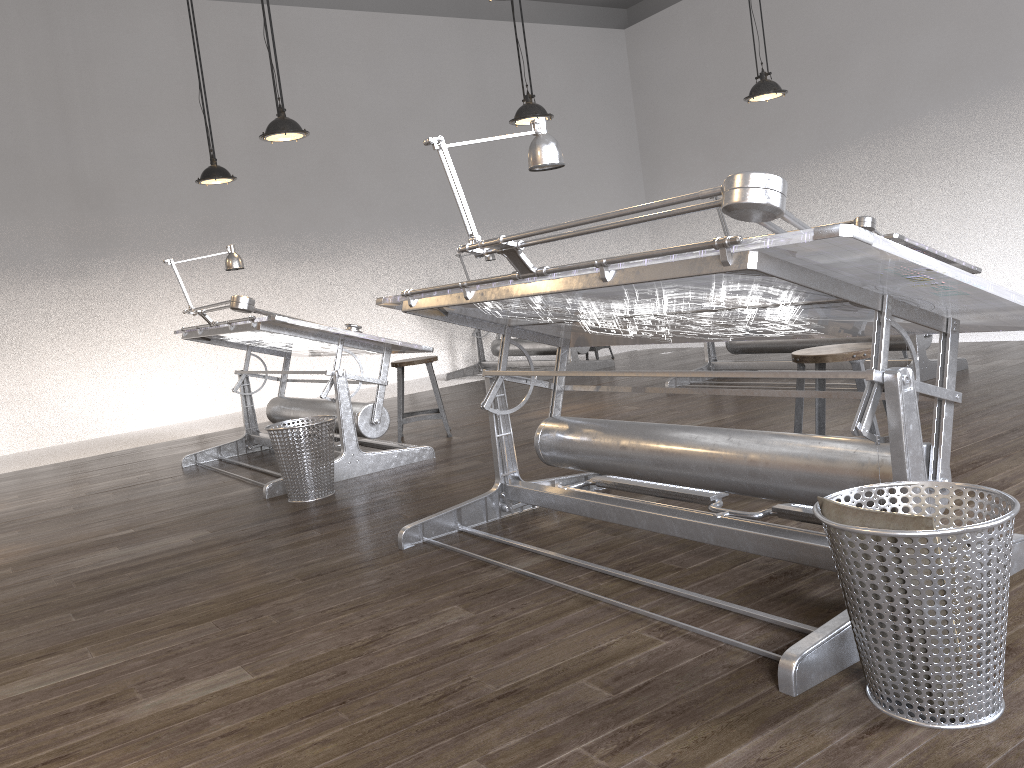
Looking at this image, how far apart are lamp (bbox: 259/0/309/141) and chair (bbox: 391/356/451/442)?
1.5m

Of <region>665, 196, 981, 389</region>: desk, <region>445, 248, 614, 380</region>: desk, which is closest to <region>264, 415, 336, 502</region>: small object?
<region>665, 196, 981, 389</region>: desk

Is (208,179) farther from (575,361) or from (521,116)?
(575,361)

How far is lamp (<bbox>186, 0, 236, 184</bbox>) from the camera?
6.6m

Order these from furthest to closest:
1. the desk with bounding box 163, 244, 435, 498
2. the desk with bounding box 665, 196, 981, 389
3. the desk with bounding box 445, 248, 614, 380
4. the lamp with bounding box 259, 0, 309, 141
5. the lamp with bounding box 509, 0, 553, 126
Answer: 1. the desk with bounding box 445, 248, 614, 380
2. the lamp with bounding box 509, 0, 553, 126
3. the lamp with bounding box 259, 0, 309, 141
4. the desk with bounding box 665, 196, 981, 389
5. the desk with bounding box 163, 244, 435, 498

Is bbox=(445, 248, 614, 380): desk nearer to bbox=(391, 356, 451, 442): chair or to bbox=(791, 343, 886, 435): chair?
bbox=(391, 356, 451, 442): chair

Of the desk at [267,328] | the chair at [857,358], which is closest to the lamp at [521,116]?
the desk at [267,328]

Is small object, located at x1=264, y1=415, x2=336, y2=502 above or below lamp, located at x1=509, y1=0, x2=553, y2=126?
below

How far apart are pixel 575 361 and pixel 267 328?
4.5m

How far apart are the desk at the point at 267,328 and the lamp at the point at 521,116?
1.9m
